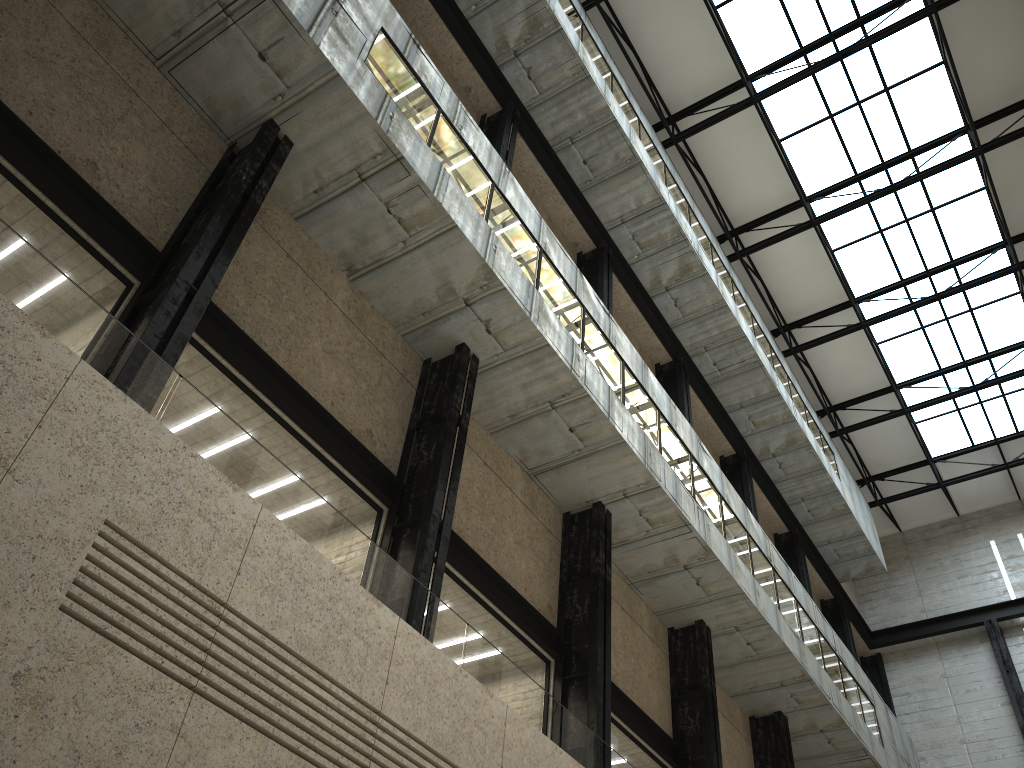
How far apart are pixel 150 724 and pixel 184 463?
4.2m

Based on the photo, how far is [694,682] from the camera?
36.39m

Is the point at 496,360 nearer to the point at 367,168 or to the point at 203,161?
the point at 367,168
